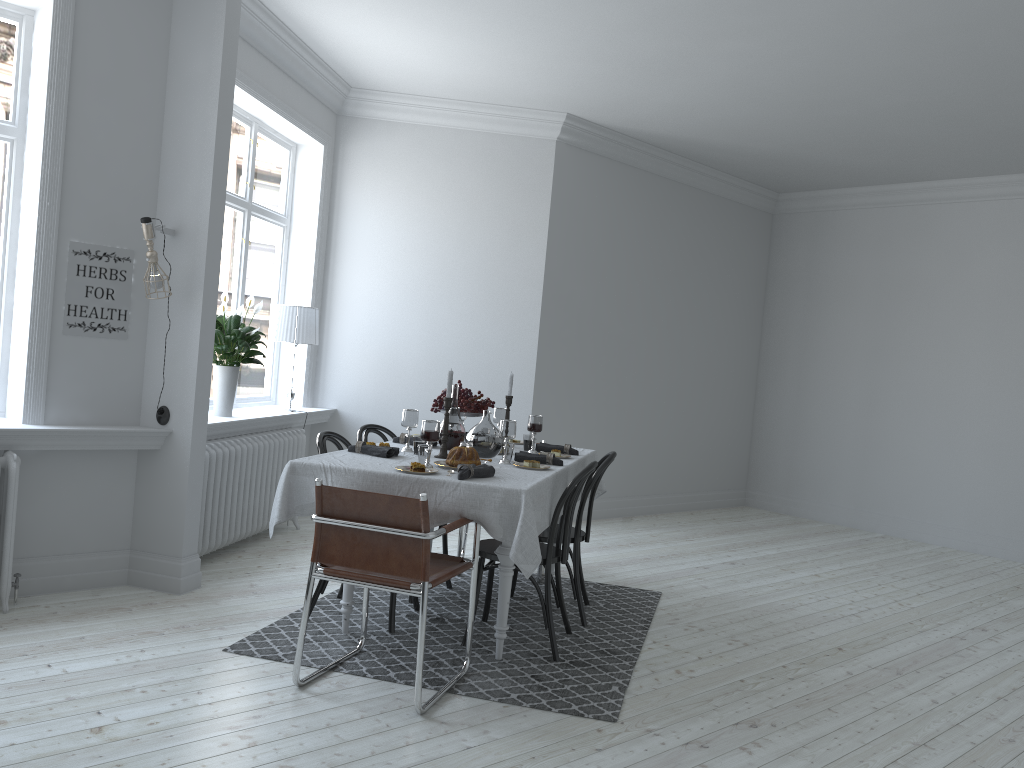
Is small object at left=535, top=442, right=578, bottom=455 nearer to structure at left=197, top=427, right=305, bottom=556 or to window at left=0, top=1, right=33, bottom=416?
structure at left=197, top=427, right=305, bottom=556

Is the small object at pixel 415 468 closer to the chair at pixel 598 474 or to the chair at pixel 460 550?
the chair at pixel 598 474

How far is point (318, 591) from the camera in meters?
4.3 m

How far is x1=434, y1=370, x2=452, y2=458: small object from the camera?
4.3m

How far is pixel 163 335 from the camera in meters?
4.6

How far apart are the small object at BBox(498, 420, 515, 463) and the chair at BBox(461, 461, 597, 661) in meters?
0.4

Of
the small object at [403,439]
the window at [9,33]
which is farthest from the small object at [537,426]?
the window at [9,33]

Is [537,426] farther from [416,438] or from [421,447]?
[421,447]

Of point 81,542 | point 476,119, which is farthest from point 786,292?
point 81,542

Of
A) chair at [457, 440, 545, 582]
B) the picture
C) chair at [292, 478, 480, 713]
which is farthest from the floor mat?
the picture
